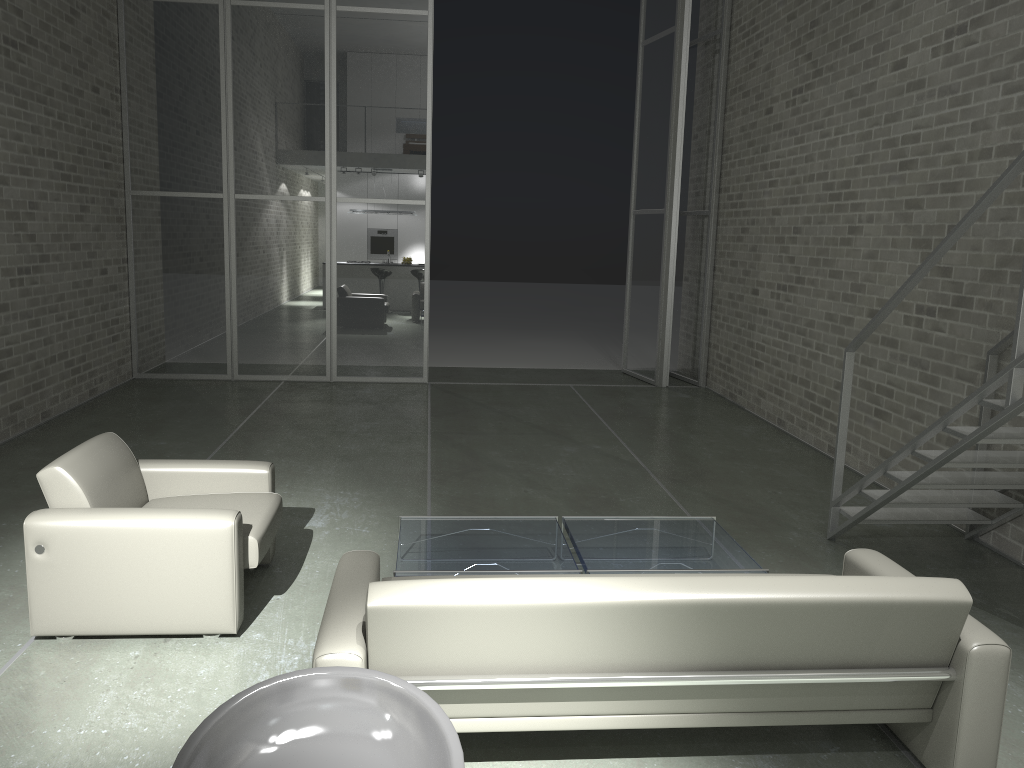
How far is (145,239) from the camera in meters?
9.5

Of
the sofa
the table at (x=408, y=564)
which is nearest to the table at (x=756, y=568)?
the table at (x=408, y=564)

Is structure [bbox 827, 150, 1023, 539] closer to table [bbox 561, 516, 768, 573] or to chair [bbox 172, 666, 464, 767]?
table [bbox 561, 516, 768, 573]

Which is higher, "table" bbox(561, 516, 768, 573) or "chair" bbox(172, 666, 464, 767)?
"chair" bbox(172, 666, 464, 767)

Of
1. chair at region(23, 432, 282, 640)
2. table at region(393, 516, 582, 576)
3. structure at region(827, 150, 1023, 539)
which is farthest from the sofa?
structure at region(827, 150, 1023, 539)

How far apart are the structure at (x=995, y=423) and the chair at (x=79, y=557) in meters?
3.0 m

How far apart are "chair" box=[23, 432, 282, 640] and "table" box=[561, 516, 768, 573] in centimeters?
141cm

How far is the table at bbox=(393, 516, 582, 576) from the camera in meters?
3.9

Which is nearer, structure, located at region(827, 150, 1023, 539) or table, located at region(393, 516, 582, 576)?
structure, located at region(827, 150, 1023, 539)

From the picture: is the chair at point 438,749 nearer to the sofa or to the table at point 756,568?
the sofa
